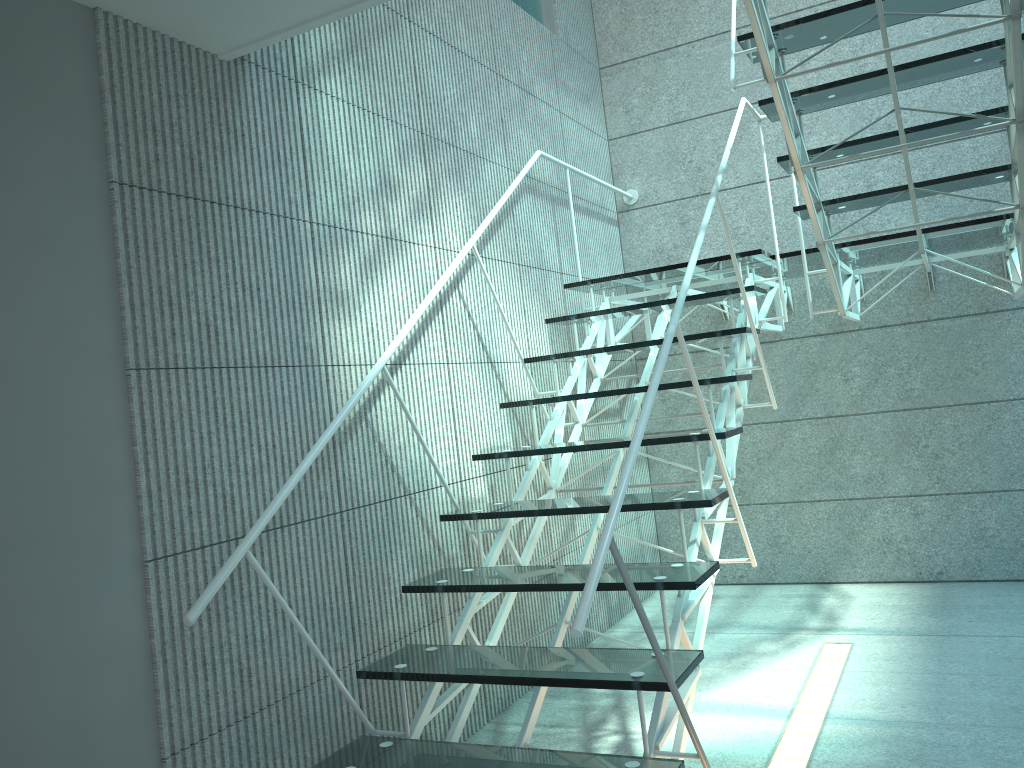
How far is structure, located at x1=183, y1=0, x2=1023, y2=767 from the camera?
2.0 meters

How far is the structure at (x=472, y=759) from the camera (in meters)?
2.01

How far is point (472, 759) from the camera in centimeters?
201cm
